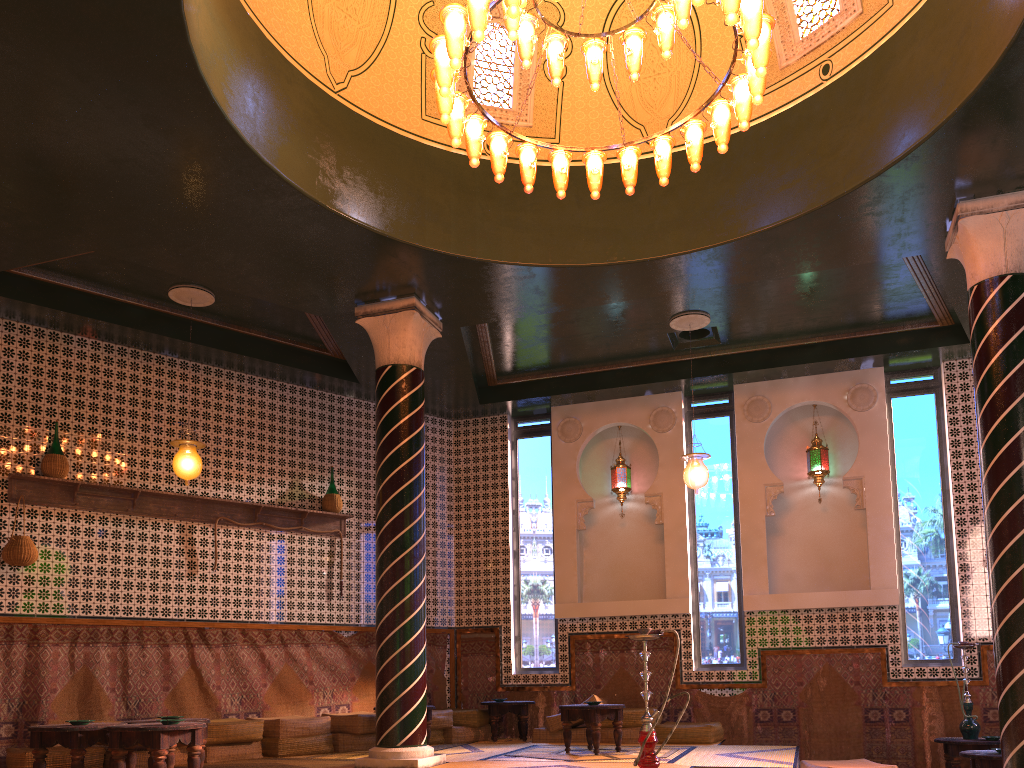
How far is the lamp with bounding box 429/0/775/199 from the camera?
6.2m

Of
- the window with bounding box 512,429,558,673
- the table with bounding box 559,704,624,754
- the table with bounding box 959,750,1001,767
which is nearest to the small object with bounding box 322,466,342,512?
the window with bounding box 512,429,558,673

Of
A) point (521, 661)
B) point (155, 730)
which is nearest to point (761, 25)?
point (155, 730)

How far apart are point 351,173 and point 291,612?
6.20m

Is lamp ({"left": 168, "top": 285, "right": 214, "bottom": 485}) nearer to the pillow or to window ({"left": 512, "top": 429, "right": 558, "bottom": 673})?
the pillow

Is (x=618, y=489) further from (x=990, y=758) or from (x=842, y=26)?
(x=842, y=26)

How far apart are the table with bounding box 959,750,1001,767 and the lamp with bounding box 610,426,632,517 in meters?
5.9

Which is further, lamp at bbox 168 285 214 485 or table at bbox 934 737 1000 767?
table at bbox 934 737 1000 767

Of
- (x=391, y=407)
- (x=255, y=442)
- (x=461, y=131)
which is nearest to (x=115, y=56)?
(x=461, y=131)

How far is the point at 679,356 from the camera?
12.90m
